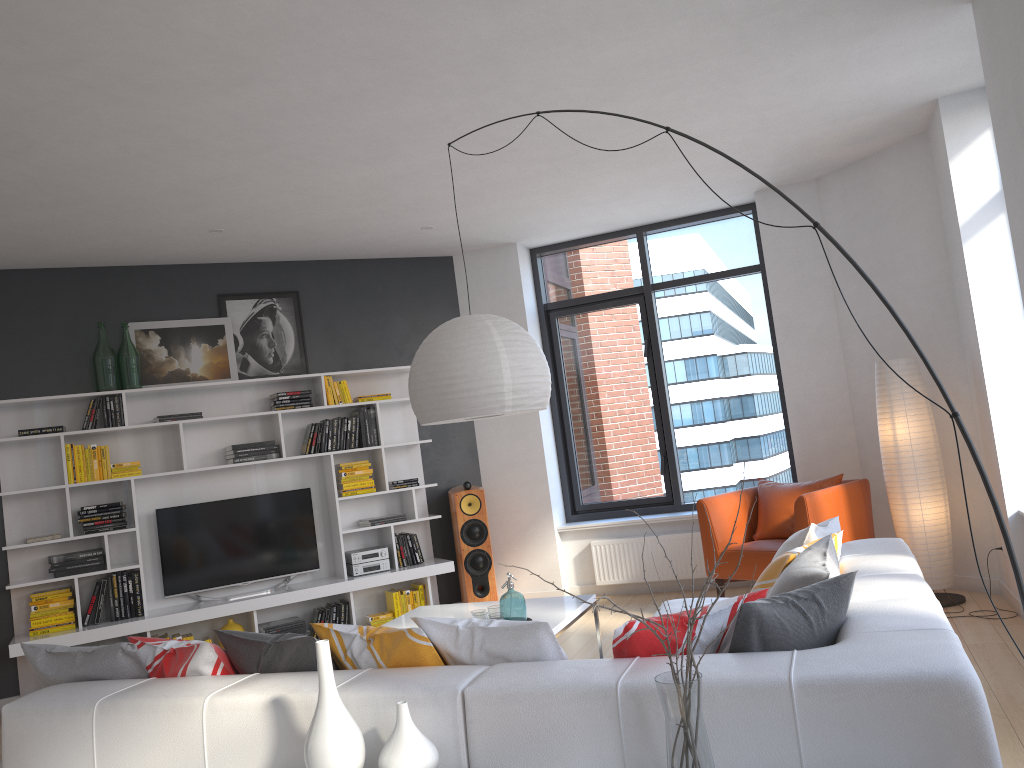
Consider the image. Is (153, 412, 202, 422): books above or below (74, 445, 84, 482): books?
above

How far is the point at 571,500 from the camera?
7.7 meters

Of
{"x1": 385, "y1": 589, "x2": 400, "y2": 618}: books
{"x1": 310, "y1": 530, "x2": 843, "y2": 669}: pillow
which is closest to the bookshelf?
{"x1": 385, "y1": 589, "x2": 400, "y2": 618}: books

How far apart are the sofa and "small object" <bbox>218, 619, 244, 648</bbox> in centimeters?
332cm

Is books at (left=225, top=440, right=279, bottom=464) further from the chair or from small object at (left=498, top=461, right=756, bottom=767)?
small object at (left=498, top=461, right=756, bottom=767)

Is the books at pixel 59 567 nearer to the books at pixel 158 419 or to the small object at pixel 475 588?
the books at pixel 158 419

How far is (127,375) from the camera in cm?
625

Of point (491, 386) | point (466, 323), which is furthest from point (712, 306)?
point (491, 386)

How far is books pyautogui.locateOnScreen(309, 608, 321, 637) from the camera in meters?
6.5 m

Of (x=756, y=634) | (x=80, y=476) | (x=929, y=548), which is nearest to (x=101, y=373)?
(x=80, y=476)
